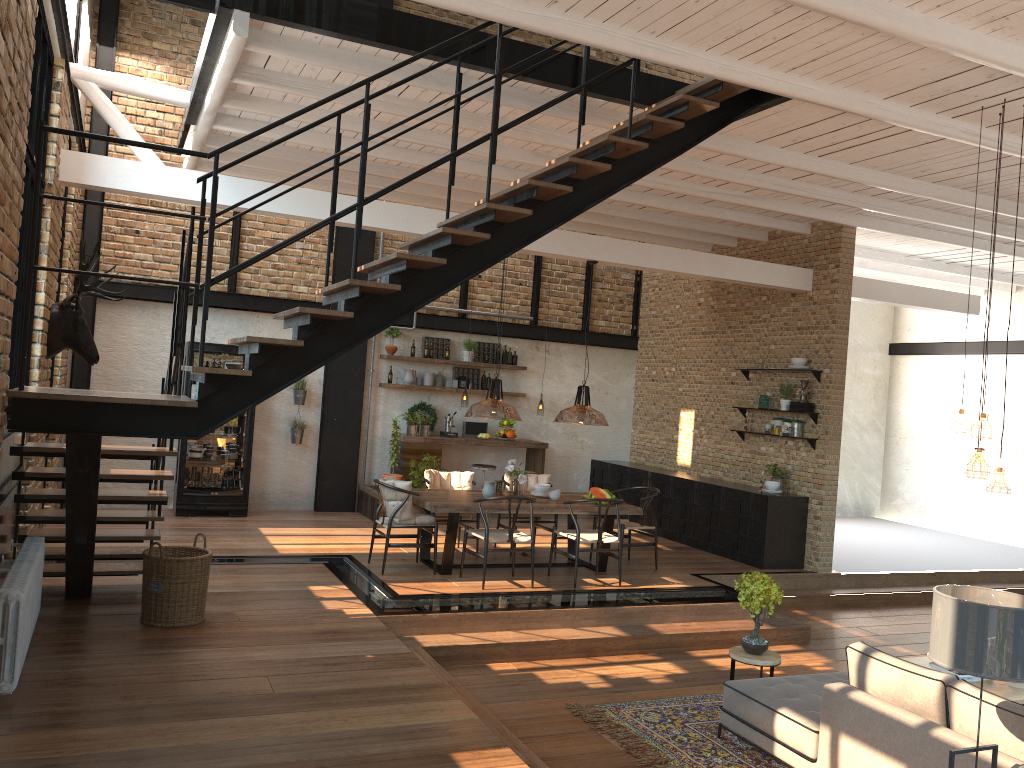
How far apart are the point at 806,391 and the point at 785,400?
0.3 meters

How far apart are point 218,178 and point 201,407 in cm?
130

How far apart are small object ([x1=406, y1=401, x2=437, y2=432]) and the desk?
0.6 meters

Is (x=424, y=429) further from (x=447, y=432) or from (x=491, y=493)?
(x=491, y=493)

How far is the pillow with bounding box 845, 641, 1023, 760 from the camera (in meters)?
4.09

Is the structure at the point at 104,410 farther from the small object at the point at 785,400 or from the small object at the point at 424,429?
the small object at the point at 424,429

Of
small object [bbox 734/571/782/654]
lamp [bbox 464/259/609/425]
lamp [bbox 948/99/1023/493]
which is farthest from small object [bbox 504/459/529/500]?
lamp [bbox 948/99/1023/493]

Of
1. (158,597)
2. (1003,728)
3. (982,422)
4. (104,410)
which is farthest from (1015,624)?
(158,597)

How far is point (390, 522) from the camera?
8.37m

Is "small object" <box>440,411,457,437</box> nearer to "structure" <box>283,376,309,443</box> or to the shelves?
"structure" <box>283,376,309,443</box>
